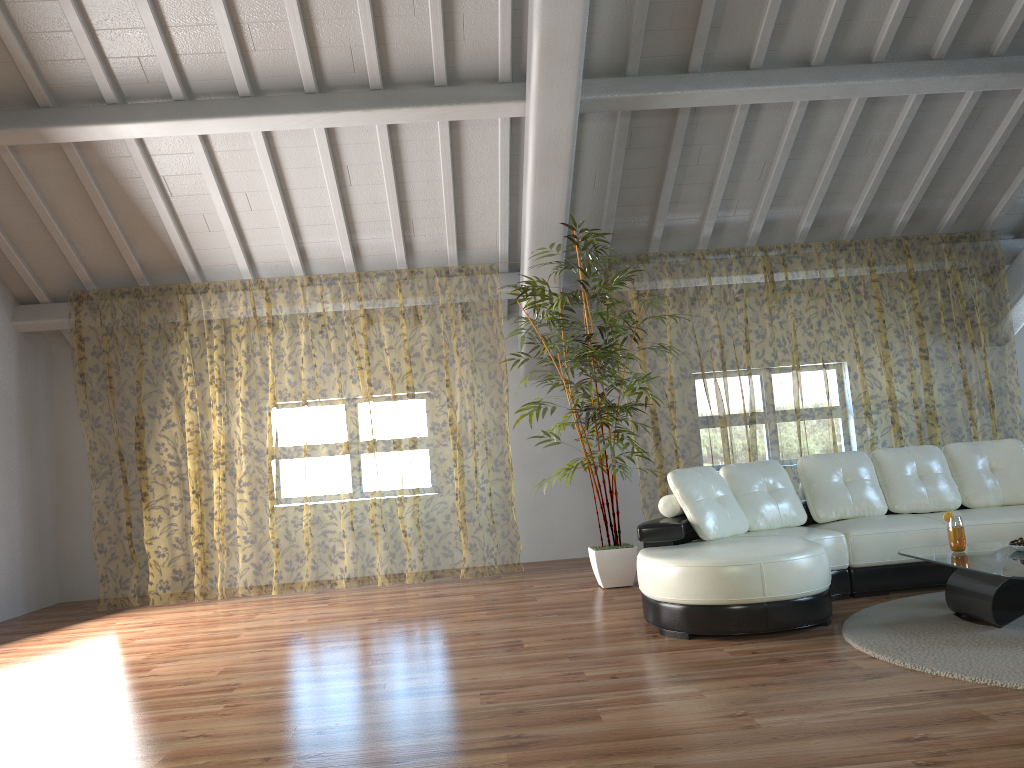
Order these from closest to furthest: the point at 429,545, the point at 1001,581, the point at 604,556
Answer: the point at 1001,581 < the point at 604,556 < the point at 429,545

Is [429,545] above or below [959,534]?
below

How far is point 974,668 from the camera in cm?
320

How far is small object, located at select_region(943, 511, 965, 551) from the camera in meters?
4.2

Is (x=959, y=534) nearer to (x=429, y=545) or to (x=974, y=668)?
(x=974, y=668)

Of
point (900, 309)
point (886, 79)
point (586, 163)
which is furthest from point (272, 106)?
point (900, 309)

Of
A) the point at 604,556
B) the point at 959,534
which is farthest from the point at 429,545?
the point at 959,534

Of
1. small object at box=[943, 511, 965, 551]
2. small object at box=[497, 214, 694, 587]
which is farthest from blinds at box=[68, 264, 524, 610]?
small object at box=[943, 511, 965, 551]

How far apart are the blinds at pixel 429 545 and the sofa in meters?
3.0 m

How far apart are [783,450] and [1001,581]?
8.6 meters
